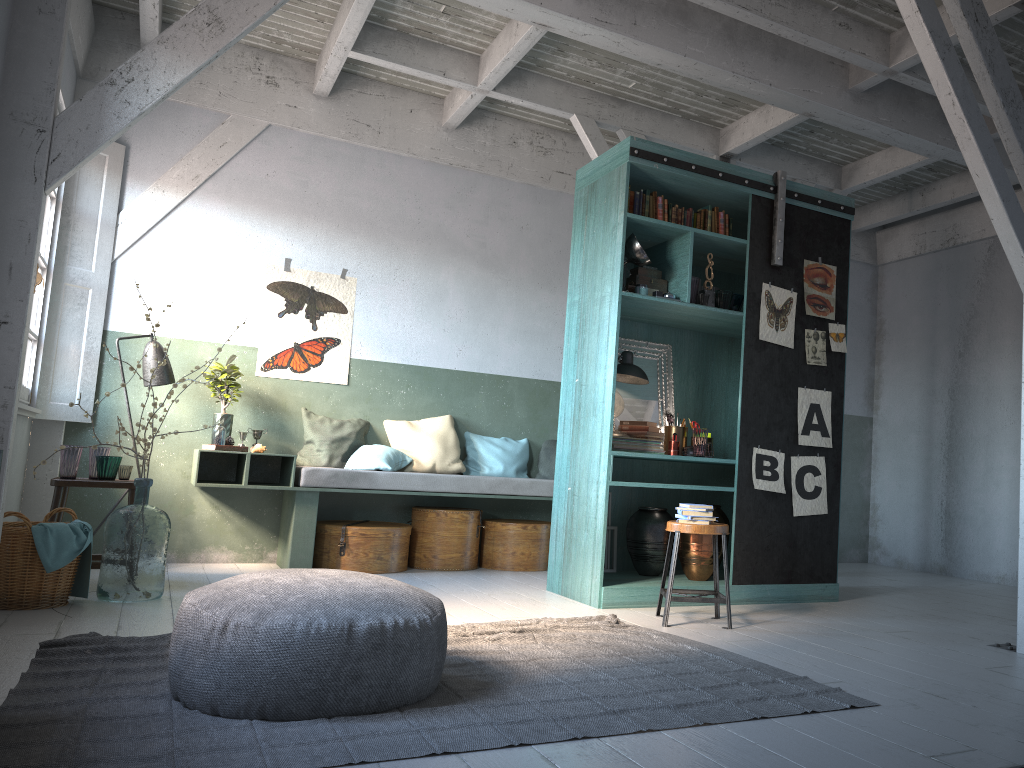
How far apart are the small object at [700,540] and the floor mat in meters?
1.3 m

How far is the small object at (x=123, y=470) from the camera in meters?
6.4 m

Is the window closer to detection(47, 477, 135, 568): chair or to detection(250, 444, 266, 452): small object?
detection(47, 477, 135, 568): chair

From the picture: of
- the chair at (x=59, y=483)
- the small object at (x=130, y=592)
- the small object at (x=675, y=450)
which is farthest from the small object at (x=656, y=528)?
the chair at (x=59, y=483)

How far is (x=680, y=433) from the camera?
6.75m

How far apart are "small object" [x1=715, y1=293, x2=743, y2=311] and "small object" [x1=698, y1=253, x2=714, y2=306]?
0.25m

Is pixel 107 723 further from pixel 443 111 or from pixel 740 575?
pixel 443 111

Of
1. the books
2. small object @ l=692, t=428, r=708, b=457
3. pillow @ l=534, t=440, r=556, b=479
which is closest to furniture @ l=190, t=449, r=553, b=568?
pillow @ l=534, t=440, r=556, b=479

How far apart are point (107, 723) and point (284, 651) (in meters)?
0.65

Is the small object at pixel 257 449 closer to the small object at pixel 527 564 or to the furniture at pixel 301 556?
the furniture at pixel 301 556
